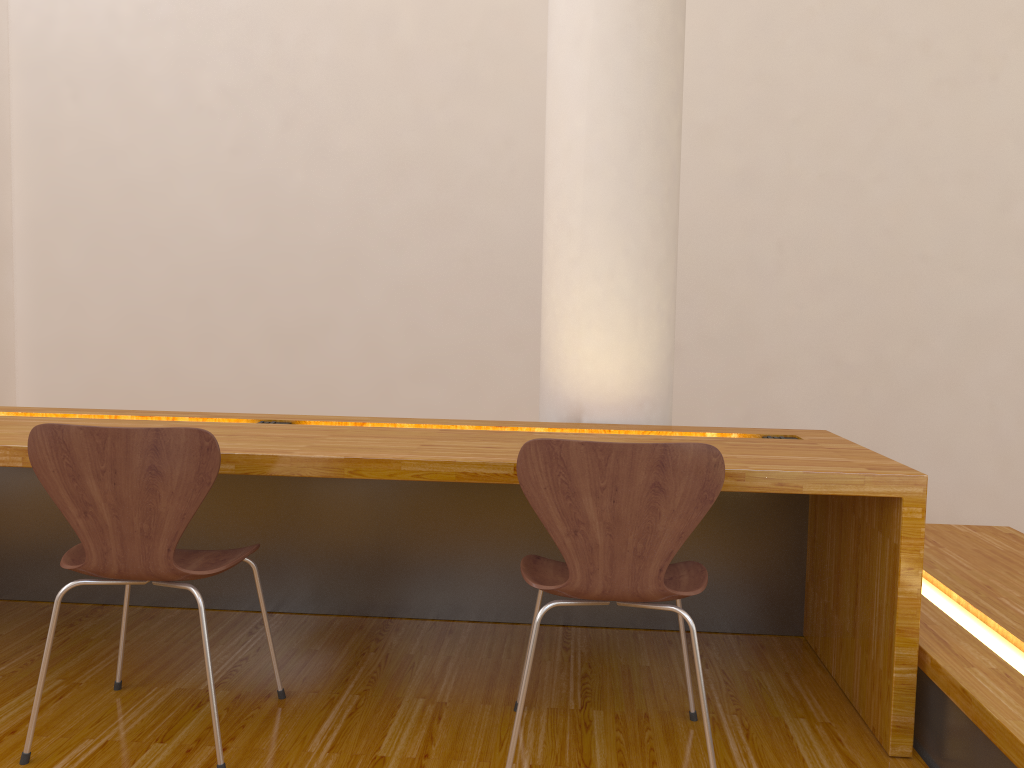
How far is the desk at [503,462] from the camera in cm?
190

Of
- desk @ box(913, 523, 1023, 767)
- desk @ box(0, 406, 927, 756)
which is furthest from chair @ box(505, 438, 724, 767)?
desk @ box(913, 523, 1023, 767)

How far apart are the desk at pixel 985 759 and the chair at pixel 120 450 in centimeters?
144cm

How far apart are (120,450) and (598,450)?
0.92m

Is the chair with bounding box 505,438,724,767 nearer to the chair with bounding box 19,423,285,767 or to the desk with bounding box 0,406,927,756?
the desk with bounding box 0,406,927,756

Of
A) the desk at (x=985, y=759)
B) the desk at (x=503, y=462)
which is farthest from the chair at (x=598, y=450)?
the desk at (x=985, y=759)

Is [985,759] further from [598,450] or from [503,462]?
[503,462]

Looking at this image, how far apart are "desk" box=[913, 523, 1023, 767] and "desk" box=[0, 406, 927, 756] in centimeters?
3cm

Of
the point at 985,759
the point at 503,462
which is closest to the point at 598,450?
the point at 503,462

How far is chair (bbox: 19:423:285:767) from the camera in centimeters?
172cm
